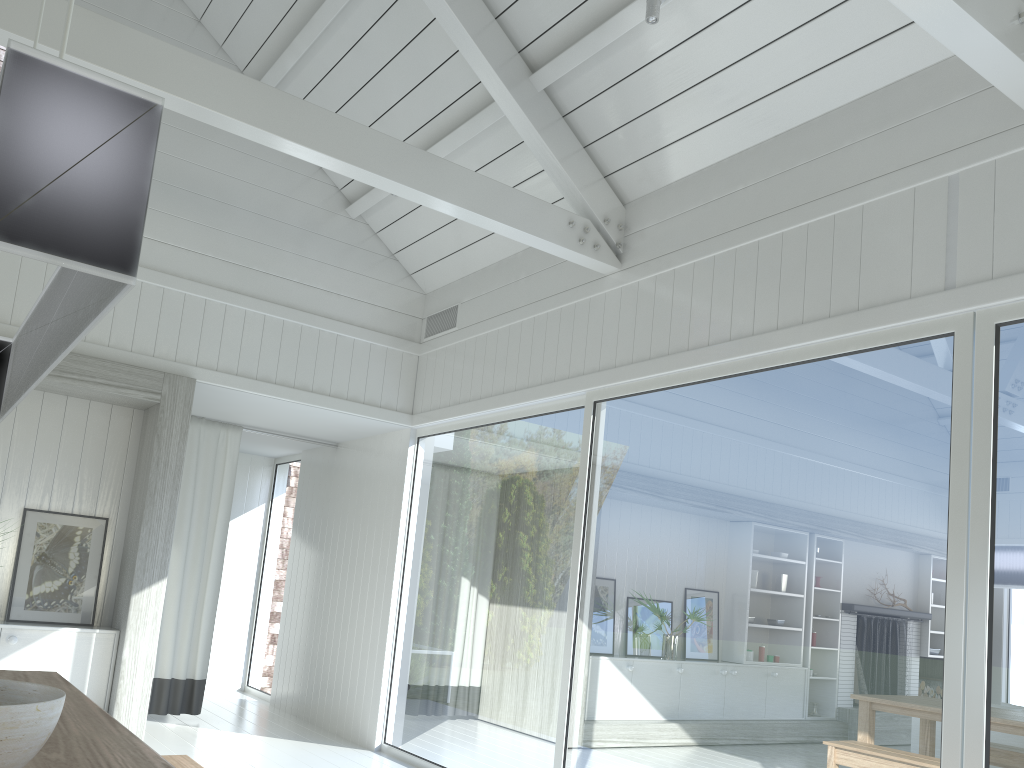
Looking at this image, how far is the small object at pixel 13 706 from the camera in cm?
145

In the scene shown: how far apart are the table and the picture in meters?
2.5

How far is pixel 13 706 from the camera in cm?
145

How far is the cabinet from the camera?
5.11m

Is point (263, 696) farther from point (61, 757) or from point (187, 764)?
point (61, 757)

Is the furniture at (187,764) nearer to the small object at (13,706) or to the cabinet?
the small object at (13,706)

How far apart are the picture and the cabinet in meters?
0.2 m

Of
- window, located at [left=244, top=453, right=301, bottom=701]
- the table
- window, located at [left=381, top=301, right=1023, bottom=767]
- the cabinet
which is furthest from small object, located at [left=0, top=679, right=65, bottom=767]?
window, located at [left=244, top=453, right=301, bottom=701]

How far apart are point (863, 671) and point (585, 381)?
2.3m

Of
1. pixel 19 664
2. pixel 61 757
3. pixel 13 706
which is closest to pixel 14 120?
pixel 13 706
